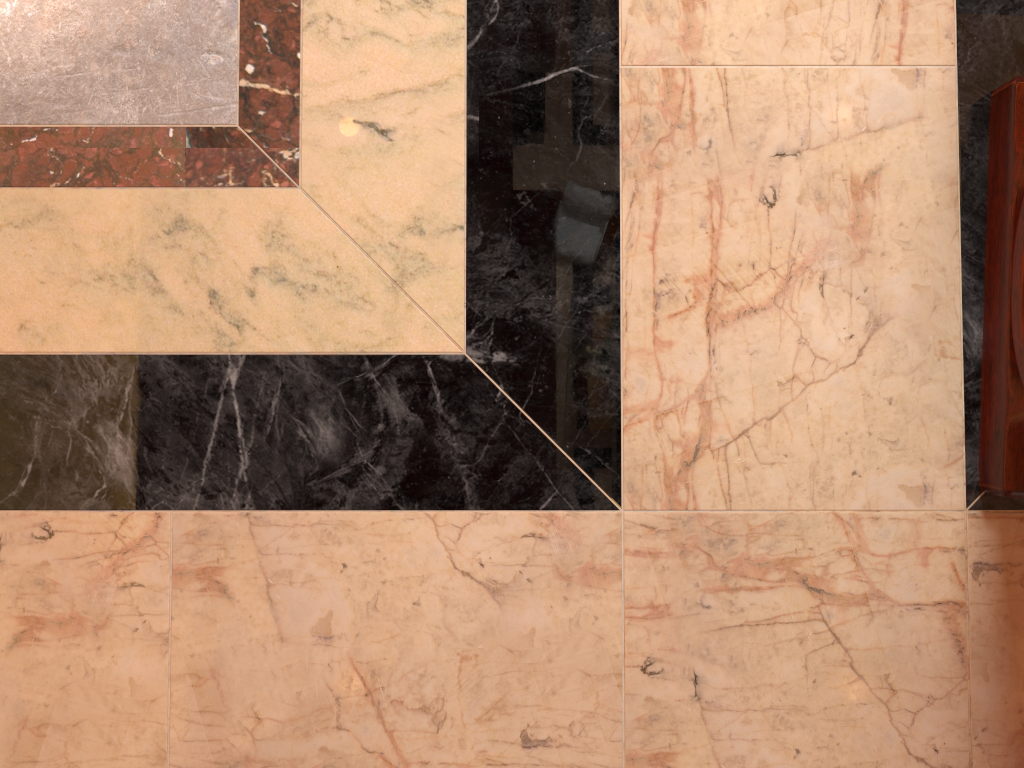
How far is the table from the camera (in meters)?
1.23

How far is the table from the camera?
1.2m
